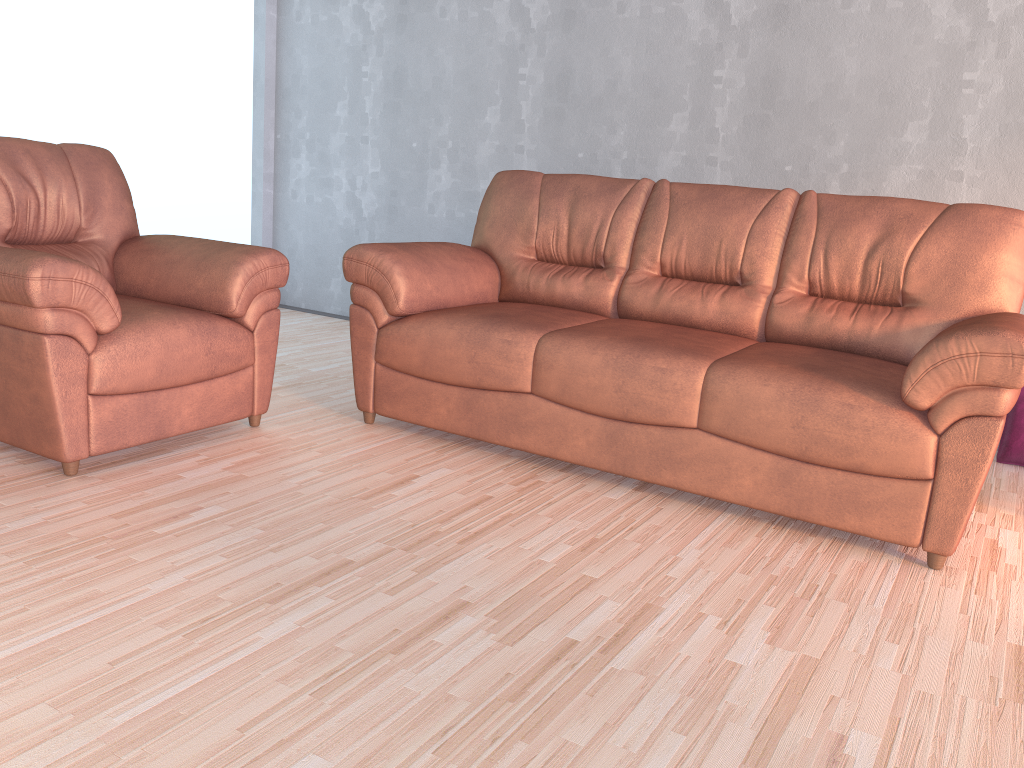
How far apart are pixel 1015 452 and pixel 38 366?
3.4m

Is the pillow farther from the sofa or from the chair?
the chair

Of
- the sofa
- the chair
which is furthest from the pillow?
the chair

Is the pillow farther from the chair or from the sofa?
the chair

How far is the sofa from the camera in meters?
2.3 m

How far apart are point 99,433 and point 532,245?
1.77m

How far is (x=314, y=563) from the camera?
2.1 meters

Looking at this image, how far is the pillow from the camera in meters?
3.4 m

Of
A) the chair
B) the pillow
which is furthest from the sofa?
the pillow

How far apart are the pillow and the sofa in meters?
0.8 m
